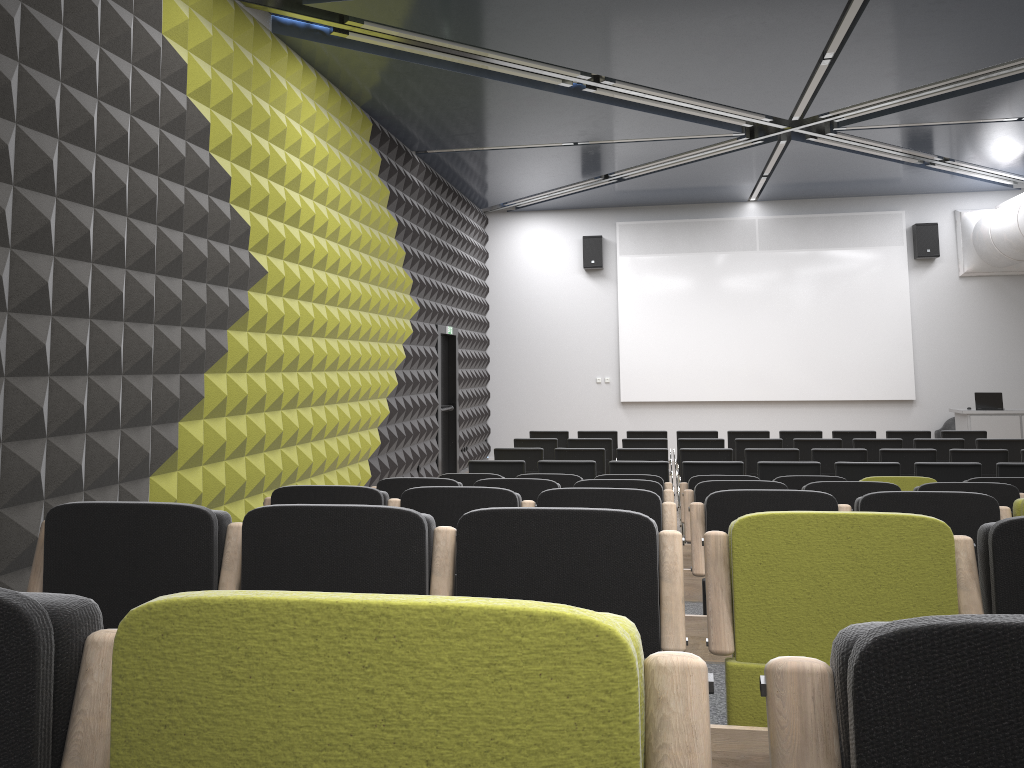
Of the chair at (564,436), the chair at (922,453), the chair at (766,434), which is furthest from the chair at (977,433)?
the chair at (564,436)

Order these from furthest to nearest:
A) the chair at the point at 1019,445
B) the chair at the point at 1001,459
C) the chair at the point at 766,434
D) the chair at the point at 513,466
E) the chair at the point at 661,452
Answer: the chair at the point at 766,434 → the chair at the point at 1019,445 → the chair at the point at 661,452 → the chair at the point at 1001,459 → the chair at the point at 513,466

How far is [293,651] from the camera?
0.9 meters

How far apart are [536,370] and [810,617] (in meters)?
14.98

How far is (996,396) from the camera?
14.0 meters

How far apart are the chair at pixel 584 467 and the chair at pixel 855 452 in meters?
2.6

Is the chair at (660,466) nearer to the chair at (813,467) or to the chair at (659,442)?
the chair at (813,467)

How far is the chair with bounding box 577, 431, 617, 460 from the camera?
12.21m

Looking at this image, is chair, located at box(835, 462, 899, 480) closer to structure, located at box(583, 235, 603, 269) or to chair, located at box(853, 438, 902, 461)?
chair, located at box(853, 438, 902, 461)

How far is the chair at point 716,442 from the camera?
10.70m
